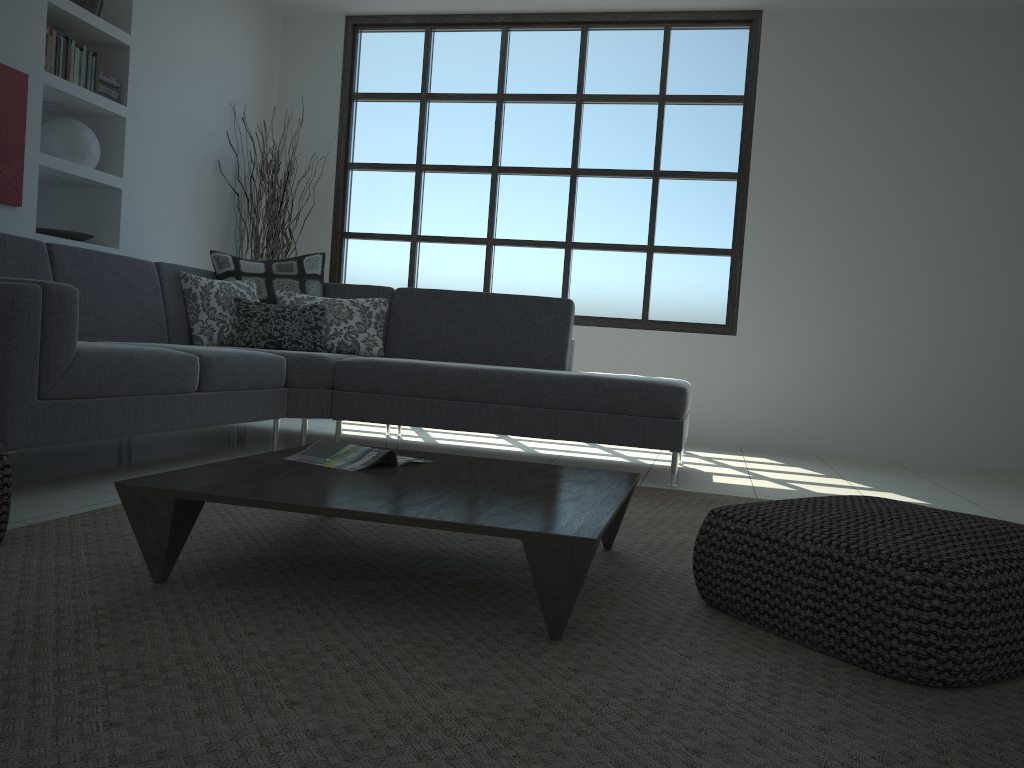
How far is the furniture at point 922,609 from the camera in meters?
1.6

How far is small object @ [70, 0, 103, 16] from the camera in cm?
490

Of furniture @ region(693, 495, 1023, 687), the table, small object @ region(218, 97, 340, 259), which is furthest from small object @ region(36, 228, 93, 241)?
furniture @ region(693, 495, 1023, 687)

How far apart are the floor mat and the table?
0.02m

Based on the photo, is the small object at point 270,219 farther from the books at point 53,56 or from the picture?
the picture

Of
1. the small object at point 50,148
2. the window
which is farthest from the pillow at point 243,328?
the window

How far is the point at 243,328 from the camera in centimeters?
449cm

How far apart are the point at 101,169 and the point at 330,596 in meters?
4.3 m

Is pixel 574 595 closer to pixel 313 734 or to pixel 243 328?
pixel 313 734

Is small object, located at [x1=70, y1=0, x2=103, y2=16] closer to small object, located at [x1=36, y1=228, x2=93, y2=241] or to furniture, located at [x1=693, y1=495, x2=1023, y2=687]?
small object, located at [x1=36, y1=228, x2=93, y2=241]
